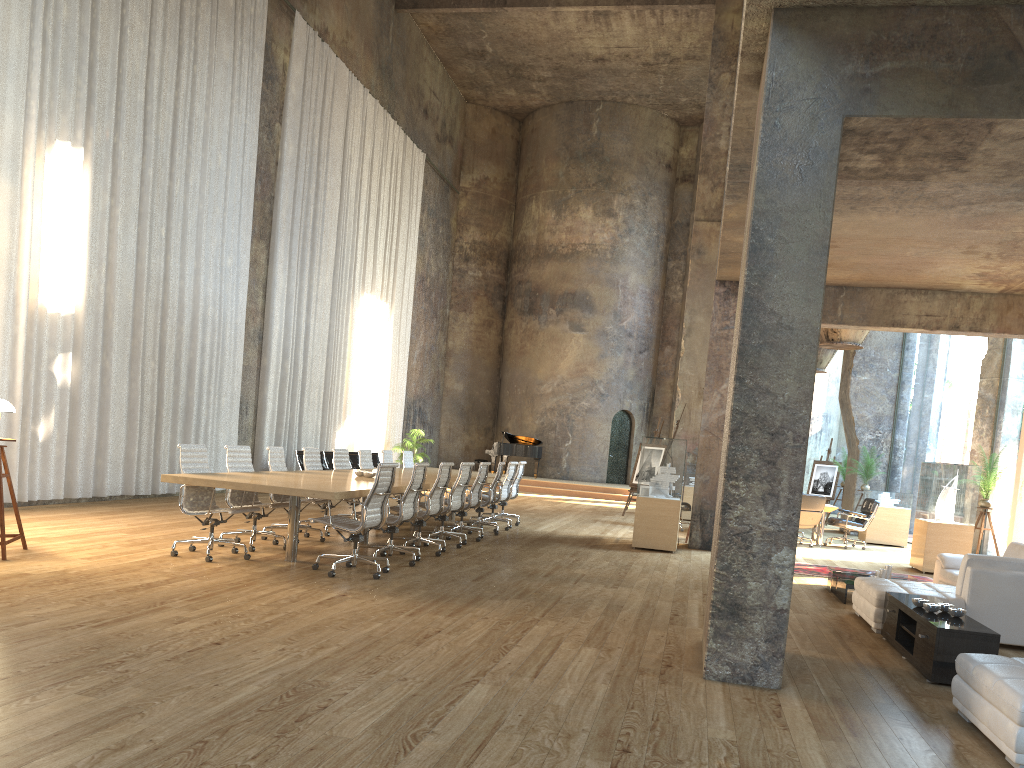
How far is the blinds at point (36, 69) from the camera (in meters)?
10.41

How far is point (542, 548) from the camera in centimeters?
1097cm

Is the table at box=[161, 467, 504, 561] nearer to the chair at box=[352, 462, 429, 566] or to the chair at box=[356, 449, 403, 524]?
the chair at box=[352, 462, 429, 566]

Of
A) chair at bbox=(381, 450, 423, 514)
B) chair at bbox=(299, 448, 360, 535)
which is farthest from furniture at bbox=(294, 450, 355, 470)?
chair at bbox=(299, 448, 360, 535)

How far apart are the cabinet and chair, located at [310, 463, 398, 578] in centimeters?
418cm

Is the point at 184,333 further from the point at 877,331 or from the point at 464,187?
the point at 464,187

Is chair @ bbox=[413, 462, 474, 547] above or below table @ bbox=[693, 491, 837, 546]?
above

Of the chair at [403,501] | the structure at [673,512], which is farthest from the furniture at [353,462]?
the chair at [403,501]

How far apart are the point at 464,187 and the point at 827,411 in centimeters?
1313cm

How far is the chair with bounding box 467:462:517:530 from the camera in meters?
13.0
